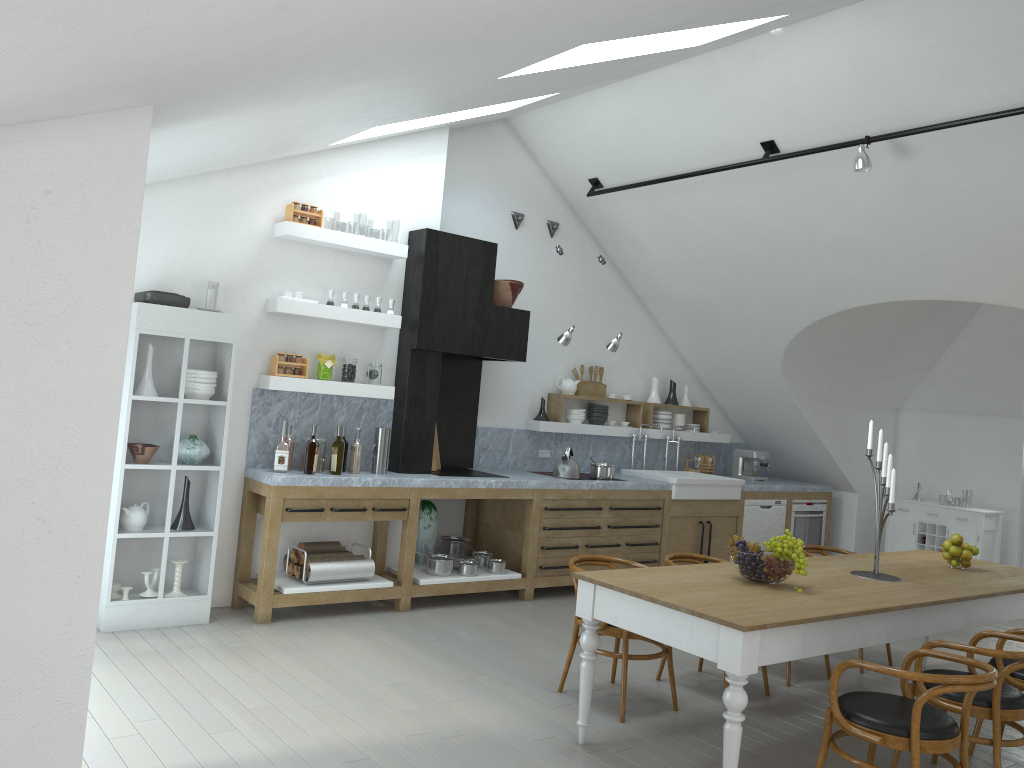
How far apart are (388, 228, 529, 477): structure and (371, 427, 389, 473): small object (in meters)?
0.20

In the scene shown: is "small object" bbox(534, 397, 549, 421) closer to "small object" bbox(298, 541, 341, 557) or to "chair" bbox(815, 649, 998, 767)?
"small object" bbox(298, 541, 341, 557)

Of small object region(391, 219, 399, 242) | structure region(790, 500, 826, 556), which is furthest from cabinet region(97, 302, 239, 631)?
small object region(391, 219, 399, 242)

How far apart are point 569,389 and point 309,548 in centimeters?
315cm

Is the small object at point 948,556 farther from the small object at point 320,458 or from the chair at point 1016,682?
the small object at point 320,458

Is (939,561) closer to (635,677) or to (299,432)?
(635,677)

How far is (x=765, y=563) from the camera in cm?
429

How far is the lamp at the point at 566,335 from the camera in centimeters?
740cm

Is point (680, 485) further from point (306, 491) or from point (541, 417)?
point (306, 491)

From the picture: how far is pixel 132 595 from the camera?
25.21m
